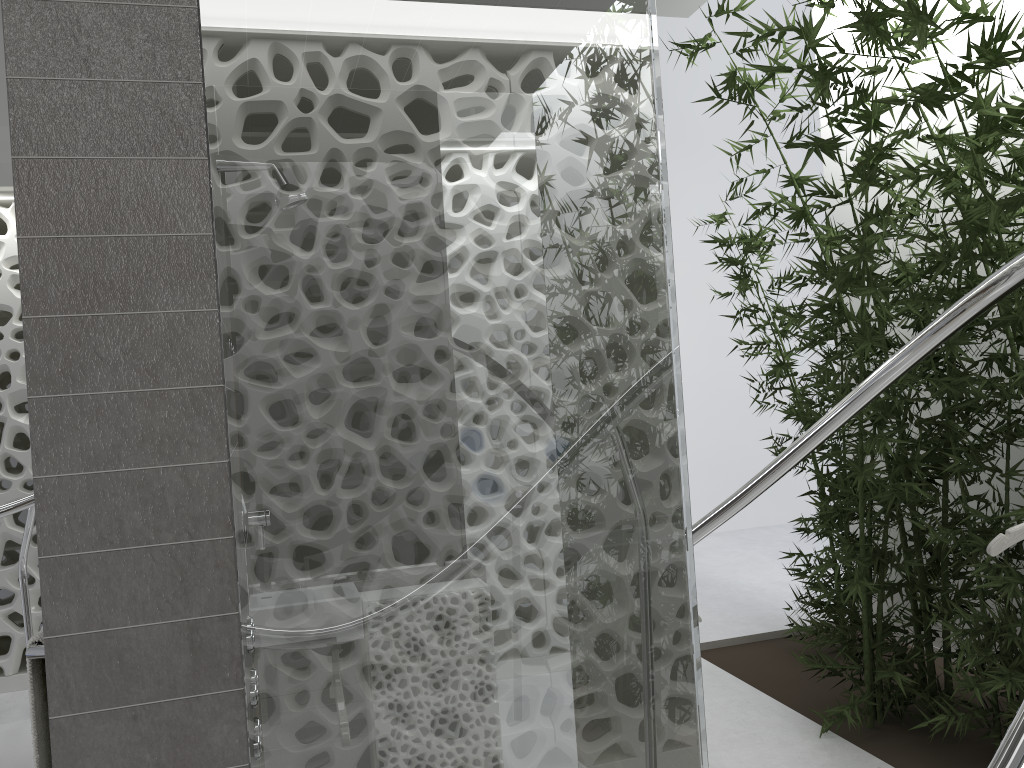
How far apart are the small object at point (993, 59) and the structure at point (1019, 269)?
0.55m

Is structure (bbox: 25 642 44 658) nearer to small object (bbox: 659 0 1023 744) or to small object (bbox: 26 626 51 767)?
small object (bbox: 26 626 51 767)

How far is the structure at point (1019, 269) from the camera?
1.9m

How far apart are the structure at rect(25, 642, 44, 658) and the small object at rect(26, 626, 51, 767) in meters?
0.0 m

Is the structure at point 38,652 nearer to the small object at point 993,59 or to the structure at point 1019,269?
the structure at point 1019,269

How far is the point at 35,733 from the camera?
1.7m

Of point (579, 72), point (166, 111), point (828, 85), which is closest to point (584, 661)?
point (579, 72)

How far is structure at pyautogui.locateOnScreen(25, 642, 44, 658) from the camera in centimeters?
164cm

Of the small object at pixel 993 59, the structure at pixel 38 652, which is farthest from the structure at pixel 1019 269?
the structure at pixel 38 652

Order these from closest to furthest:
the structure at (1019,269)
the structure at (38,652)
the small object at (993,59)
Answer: the structure at (38,652) → the structure at (1019,269) → the small object at (993,59)
